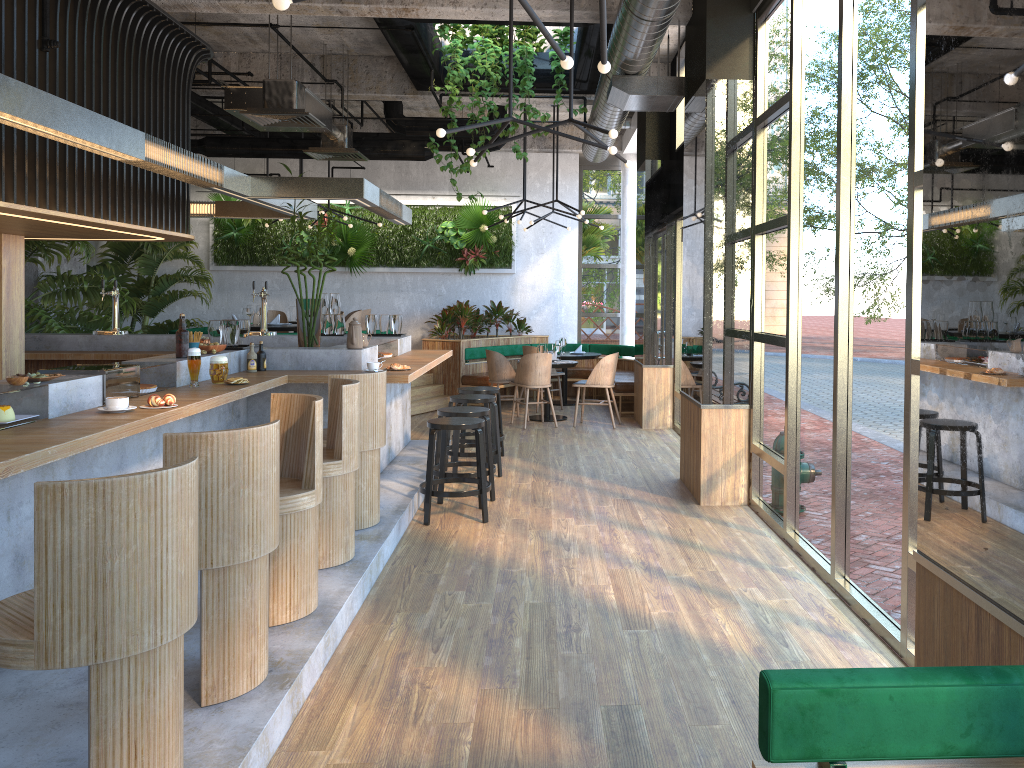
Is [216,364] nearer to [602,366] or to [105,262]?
[602,366]

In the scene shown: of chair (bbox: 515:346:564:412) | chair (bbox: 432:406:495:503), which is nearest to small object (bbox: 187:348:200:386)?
chair (bbox: 432:406:495:503)

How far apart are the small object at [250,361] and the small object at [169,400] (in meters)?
1.95

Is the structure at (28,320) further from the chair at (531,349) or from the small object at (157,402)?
the small object at (157,402)

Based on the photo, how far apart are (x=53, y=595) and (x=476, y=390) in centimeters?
624cm

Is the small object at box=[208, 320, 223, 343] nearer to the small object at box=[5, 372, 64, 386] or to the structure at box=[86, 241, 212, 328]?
the small object at box=[5, 372, 64, 386]

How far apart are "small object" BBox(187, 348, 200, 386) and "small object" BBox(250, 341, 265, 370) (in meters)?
1.14

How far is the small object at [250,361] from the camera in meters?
6.2

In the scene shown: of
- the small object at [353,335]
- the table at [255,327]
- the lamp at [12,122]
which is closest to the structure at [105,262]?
the table at [255,327]

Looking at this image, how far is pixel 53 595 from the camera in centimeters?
227cm
